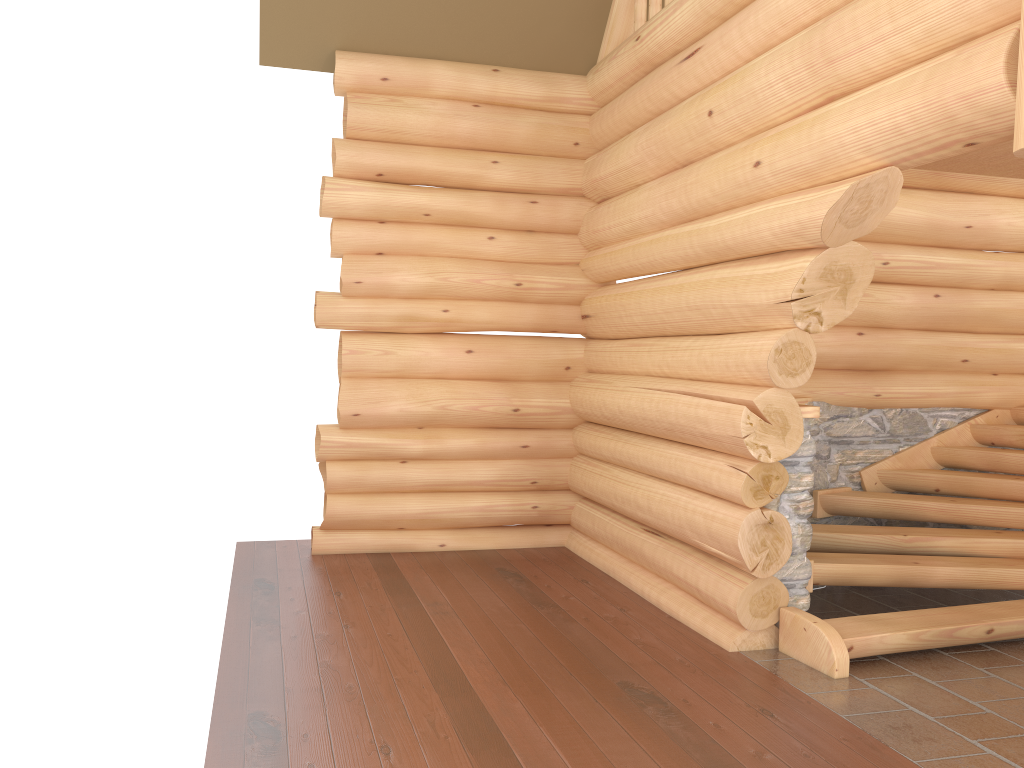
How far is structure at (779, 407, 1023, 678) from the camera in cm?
527

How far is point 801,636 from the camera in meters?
5.3 m

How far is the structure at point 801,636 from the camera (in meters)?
5.27

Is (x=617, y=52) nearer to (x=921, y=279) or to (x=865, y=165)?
(x=921, y=279)
